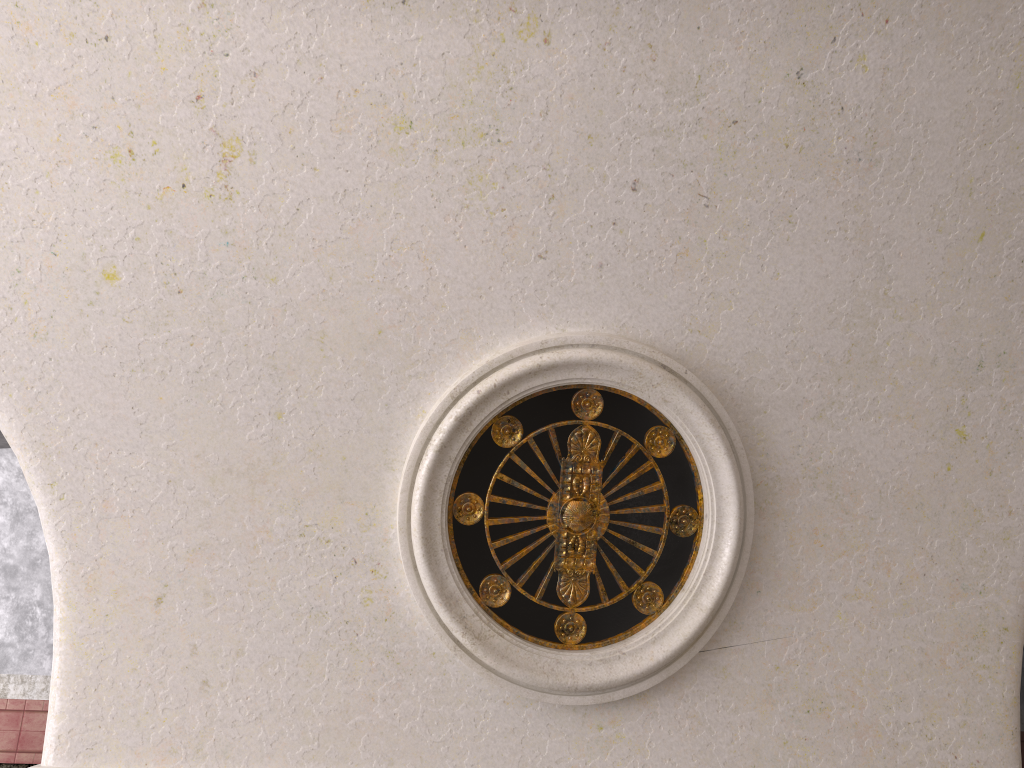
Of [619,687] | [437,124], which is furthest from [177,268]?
[619,687]
